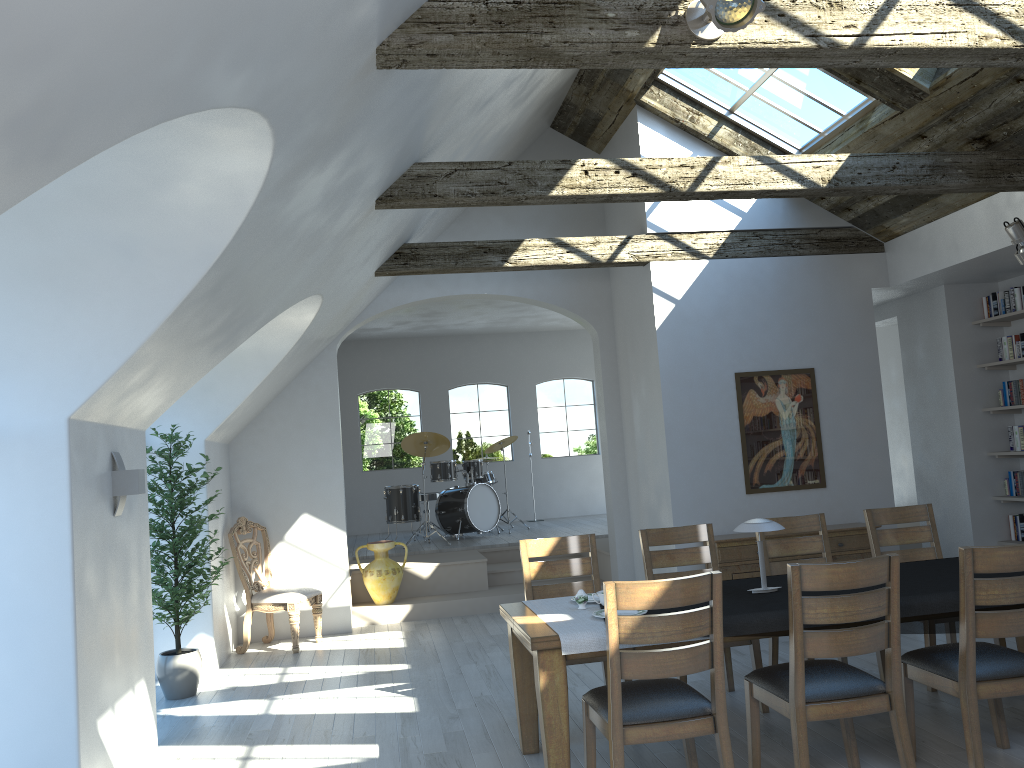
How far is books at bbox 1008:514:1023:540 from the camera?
7.8 meters

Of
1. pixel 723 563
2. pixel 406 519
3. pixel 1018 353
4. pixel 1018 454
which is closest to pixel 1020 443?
pixel 1018 454

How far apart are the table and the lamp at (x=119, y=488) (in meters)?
1.94

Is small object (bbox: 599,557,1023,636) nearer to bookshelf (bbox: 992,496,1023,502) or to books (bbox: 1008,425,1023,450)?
bookshelf (bbox: 992,496,1023,502)

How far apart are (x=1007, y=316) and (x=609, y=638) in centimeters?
598cm

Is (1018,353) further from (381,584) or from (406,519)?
(406,519)

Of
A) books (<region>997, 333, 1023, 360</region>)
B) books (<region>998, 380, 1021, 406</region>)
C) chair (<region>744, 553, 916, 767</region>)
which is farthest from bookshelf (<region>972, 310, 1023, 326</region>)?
chair (<region>744, 553, 916, 767</region>)

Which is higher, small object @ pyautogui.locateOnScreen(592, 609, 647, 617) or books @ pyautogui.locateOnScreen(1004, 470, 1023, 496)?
books @ pyautogui.locateOnScreen(1004, 470, 1023, 496)

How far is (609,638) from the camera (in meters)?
3.35

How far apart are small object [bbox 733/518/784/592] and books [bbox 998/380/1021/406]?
4.6m
